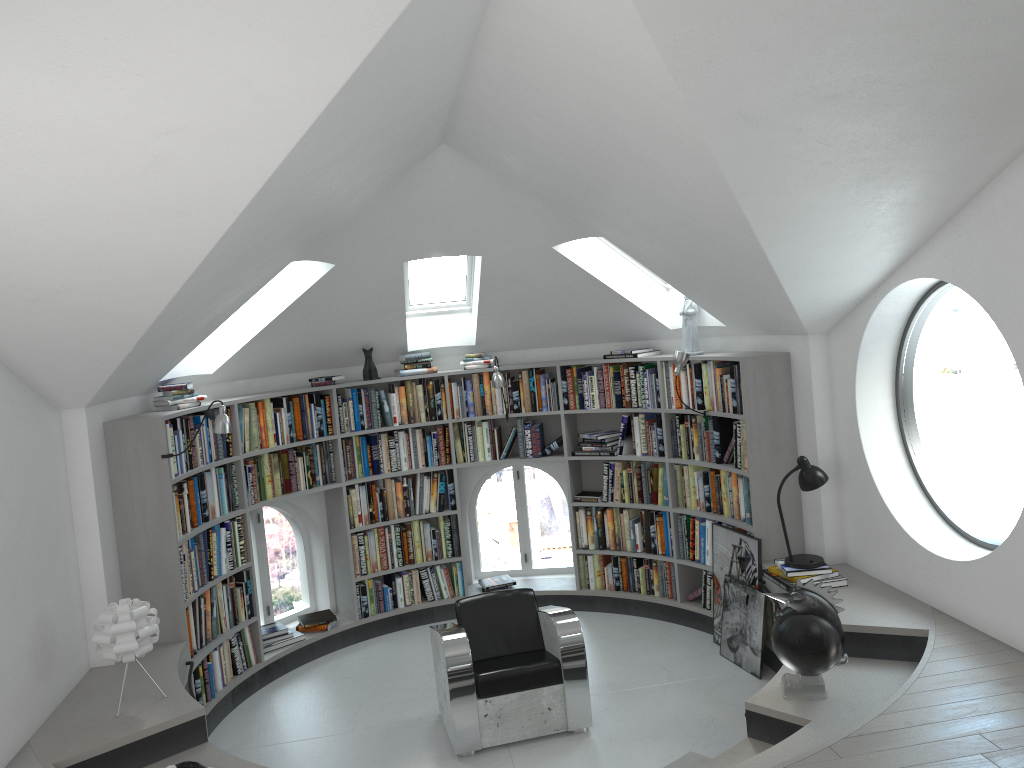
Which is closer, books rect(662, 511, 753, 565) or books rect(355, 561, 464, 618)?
books rect(662, 511, 753, 565)

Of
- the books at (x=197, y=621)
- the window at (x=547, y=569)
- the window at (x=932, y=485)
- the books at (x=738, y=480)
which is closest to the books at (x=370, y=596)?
the window at (x=547, y=569)

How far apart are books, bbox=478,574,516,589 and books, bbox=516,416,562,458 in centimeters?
111cm

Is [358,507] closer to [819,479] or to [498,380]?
[498,380]

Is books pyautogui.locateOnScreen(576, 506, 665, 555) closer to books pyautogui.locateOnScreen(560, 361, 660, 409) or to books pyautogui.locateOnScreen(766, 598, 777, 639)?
books pyautogui.locateOnScreen(560, 361, 660, 409)

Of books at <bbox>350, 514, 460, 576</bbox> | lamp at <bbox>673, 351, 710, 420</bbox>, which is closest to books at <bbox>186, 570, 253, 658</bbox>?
books at <bbox>350, 514, 460, 576</bbox>

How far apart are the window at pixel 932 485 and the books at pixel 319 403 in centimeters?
389cm

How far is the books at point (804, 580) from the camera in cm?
525

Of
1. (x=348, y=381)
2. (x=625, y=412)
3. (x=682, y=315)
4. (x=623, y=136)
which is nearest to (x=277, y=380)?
(x=348, y=381)

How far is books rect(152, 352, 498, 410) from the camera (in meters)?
5.78
